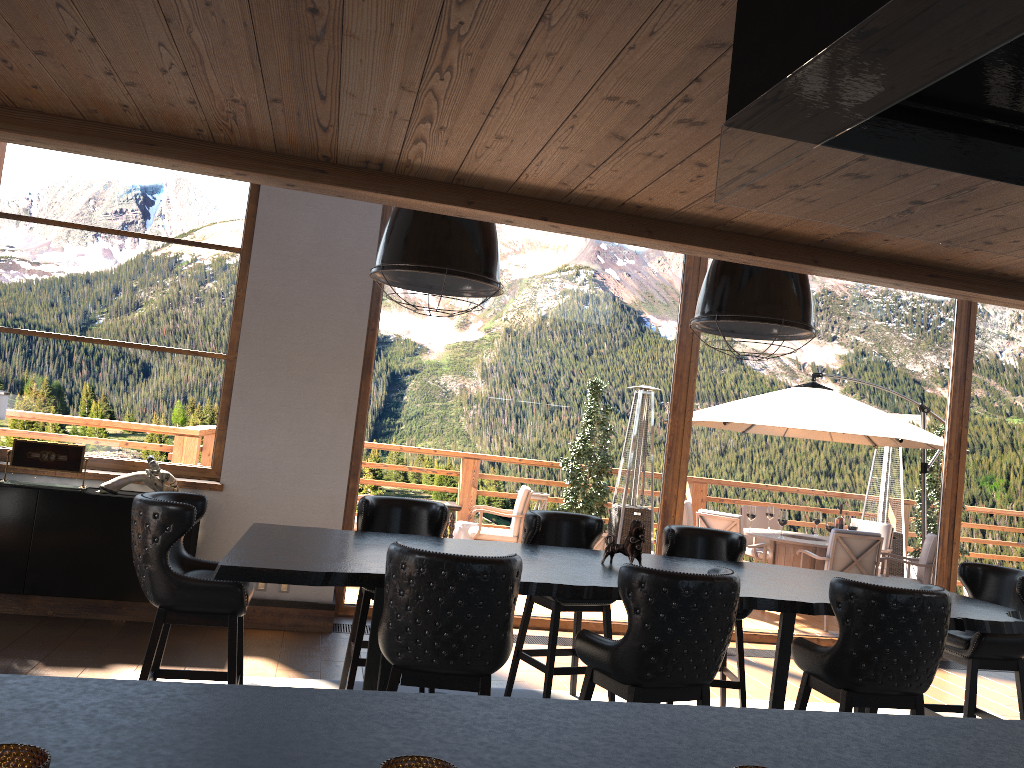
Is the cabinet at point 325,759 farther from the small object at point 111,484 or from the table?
the small object at point 111,484

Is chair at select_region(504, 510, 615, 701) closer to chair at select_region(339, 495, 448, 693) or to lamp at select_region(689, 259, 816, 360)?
chair at select_region(339, 495, 448, 693)

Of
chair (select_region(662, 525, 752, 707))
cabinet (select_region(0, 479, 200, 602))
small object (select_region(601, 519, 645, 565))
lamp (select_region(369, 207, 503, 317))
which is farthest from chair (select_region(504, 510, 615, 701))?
cabinet (select_region(0, 479, 200, 602))

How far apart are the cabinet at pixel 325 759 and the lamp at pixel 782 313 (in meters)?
2.70

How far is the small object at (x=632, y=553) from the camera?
4.3 meters

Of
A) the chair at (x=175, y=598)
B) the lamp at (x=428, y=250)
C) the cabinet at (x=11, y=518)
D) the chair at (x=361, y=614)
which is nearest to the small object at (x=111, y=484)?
the cabinet at (x=11, y=518)

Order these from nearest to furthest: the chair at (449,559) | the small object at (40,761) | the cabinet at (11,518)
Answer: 1. the small object at (40,761)
2. the chair at (449,559)
3. the cabinet at (11,518)

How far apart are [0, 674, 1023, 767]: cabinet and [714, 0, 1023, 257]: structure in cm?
81

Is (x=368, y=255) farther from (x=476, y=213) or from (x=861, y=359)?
(x=861, y=359)

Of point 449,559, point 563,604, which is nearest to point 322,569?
point 449,559
